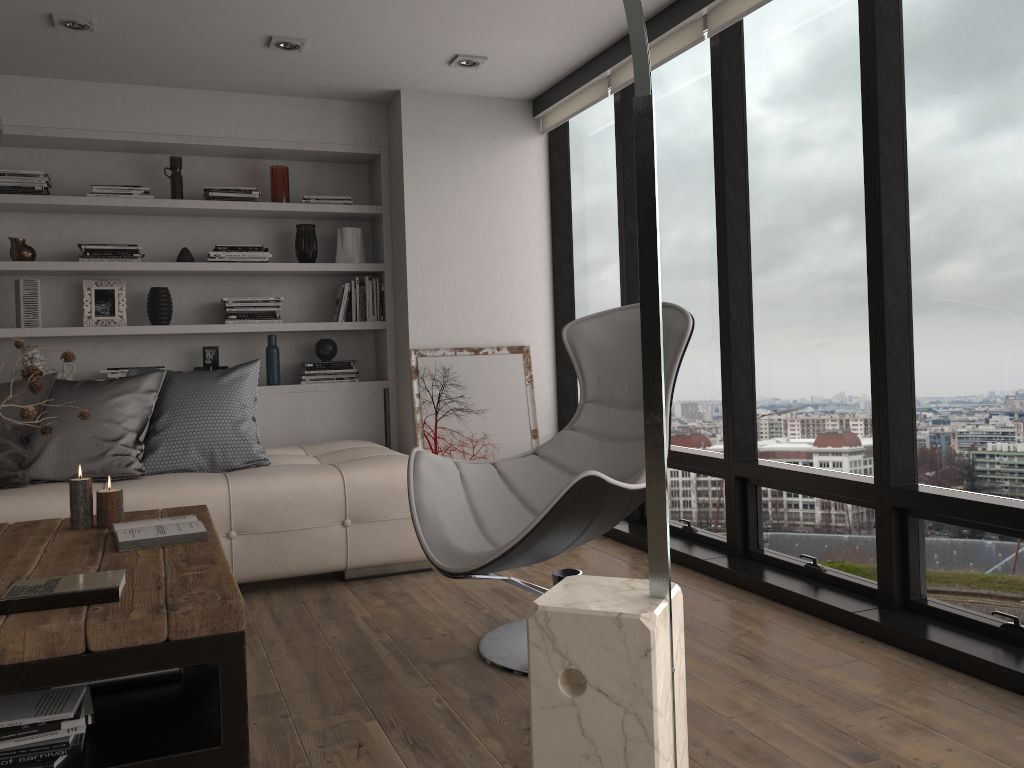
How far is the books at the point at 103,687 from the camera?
2.2 meters

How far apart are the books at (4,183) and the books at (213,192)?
0.78m

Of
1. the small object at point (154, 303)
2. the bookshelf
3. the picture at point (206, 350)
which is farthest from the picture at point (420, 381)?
the small object at point (154, 303)

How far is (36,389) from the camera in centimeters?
219cm

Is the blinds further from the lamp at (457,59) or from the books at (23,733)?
the books at (23,733)

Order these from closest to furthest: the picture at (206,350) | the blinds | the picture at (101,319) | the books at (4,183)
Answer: the blinds < the books at (4,183) < the picture at (101,319) < the picture at (206,350)

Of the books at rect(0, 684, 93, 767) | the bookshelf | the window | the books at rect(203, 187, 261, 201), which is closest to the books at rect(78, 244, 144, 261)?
the bookshelf

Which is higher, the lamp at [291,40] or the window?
the lamp at [291,40]

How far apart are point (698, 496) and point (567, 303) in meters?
1.6

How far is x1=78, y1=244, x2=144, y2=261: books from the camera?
4.64m
